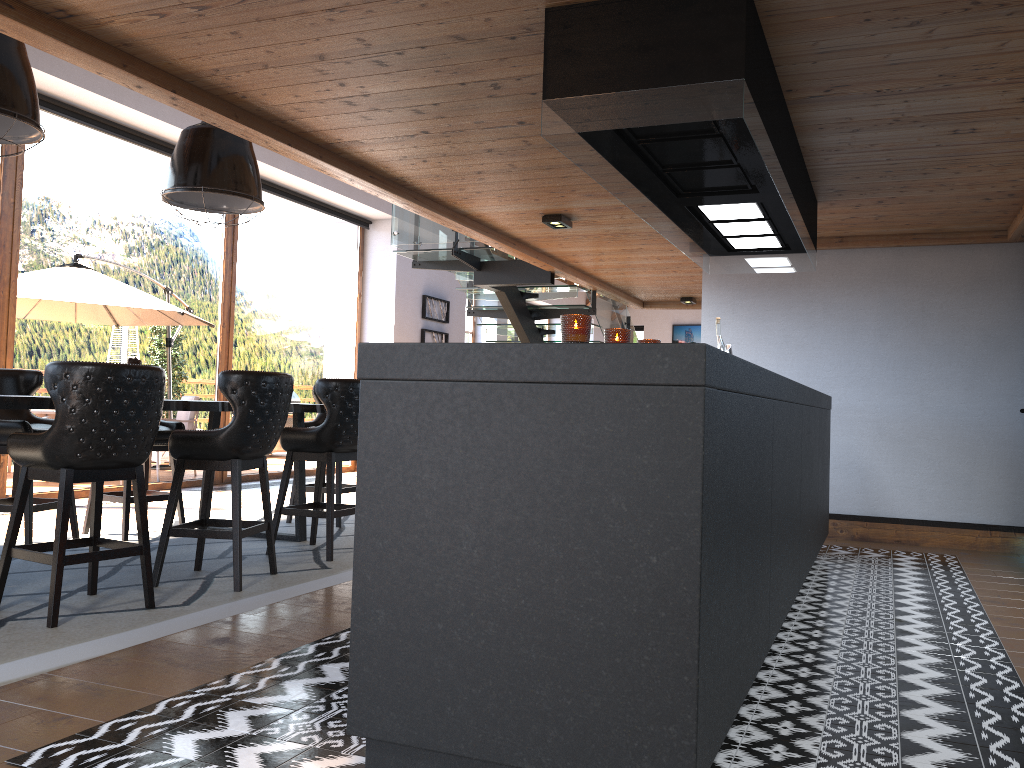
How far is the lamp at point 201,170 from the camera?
5.3m

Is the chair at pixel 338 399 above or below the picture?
below

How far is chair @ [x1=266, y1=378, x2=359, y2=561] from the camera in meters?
5.3 m

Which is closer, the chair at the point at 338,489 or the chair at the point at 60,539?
the chair at the point at 60,539

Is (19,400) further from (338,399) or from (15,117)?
(338,399)

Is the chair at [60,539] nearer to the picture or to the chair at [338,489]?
the chair at [338,489]

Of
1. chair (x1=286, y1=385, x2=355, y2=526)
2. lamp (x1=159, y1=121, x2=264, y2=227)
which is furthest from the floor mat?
lamp (x1=159, y1=121, x2=264, y2=227)

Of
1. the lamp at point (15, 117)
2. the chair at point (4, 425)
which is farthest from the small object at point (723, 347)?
the chair at point (4, 425)

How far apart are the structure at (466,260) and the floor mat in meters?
2.8

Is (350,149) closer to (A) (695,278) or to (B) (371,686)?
(B) (371,686)
